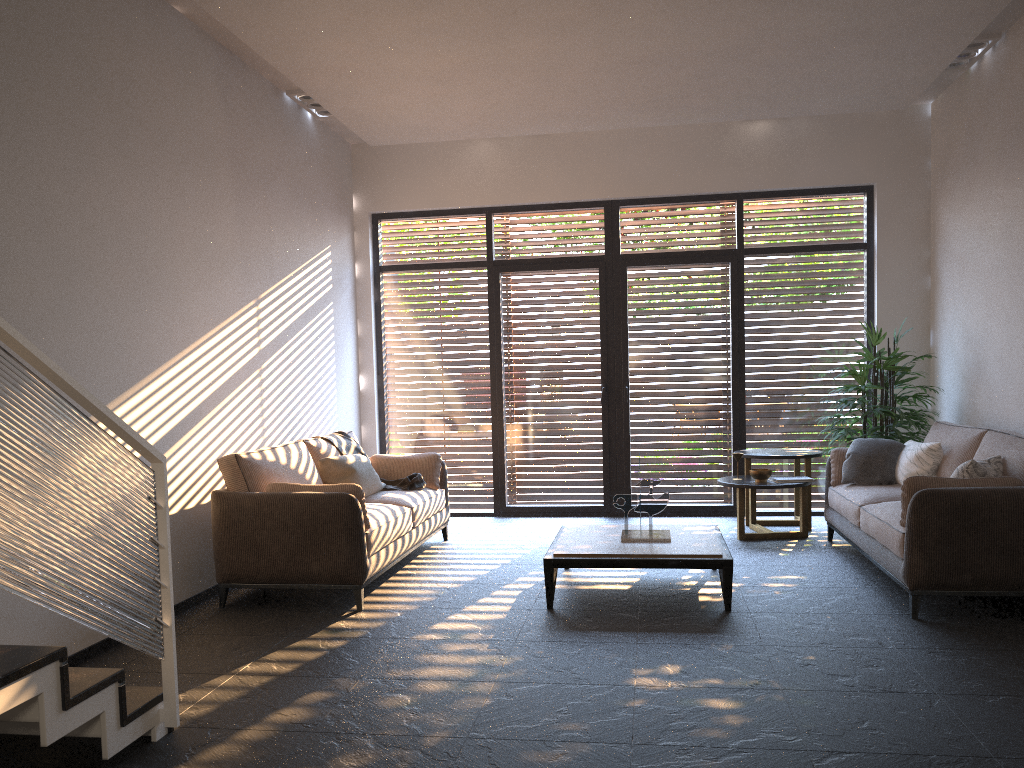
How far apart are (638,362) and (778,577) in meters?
3.0 m

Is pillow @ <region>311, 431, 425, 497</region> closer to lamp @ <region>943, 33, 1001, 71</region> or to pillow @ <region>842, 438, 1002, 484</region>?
pillow @ <region>842, 438, 1002, 484</region>

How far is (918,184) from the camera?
7.66m

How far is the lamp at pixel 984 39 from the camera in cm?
608

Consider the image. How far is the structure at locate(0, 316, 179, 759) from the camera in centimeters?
252cm

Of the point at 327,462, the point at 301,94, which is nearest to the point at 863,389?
the point at 327,462

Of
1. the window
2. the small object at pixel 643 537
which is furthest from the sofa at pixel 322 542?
the small object at pixel 643 537

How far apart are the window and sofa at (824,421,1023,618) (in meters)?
1.26

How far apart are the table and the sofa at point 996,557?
0.88m

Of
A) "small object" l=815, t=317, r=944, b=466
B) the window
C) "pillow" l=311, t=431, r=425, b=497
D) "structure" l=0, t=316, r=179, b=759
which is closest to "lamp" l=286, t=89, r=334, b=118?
the window
